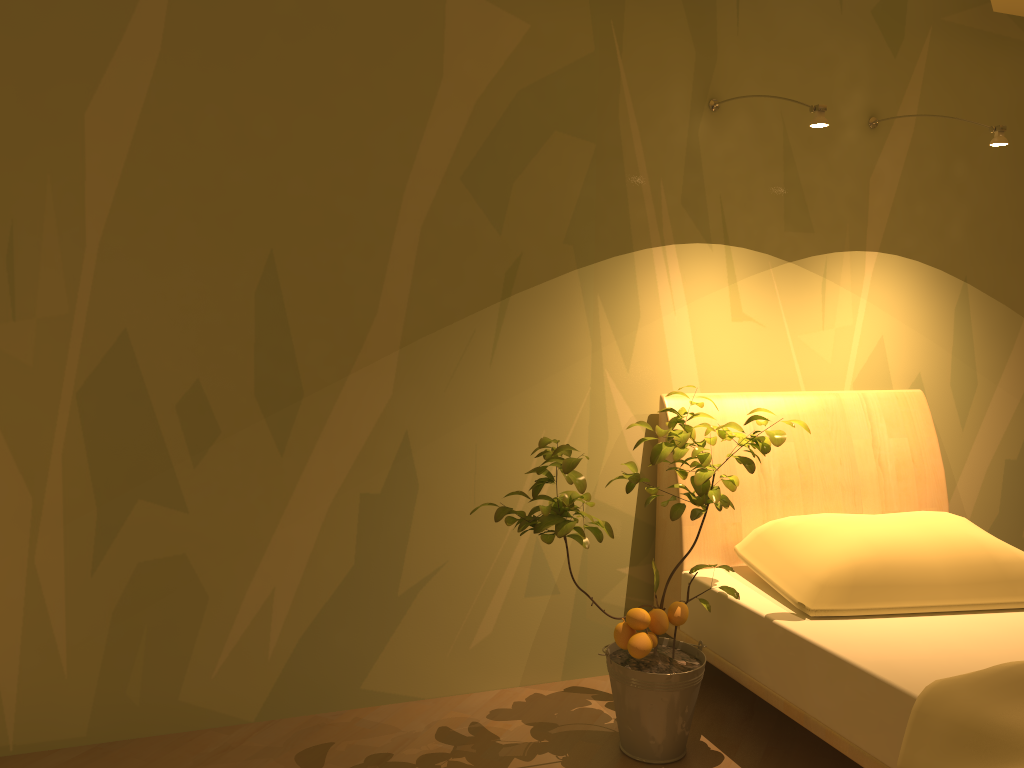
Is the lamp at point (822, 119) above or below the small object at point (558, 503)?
above

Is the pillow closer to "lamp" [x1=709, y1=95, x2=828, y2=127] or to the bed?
the bed

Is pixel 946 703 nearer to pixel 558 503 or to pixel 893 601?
pixel 893 601

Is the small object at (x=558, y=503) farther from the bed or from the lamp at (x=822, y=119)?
the lamp at (x=822, y=119)

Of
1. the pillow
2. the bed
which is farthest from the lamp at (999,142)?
the pillow

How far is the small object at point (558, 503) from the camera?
2.2 meters

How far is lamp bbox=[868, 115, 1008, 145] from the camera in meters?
2.5 m

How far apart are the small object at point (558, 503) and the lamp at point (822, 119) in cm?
81

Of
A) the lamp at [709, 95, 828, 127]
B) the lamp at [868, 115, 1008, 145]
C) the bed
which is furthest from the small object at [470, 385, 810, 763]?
the lamp at [868, 115, 1008, 145]

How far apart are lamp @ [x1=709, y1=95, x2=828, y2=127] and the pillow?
1.1 meters
